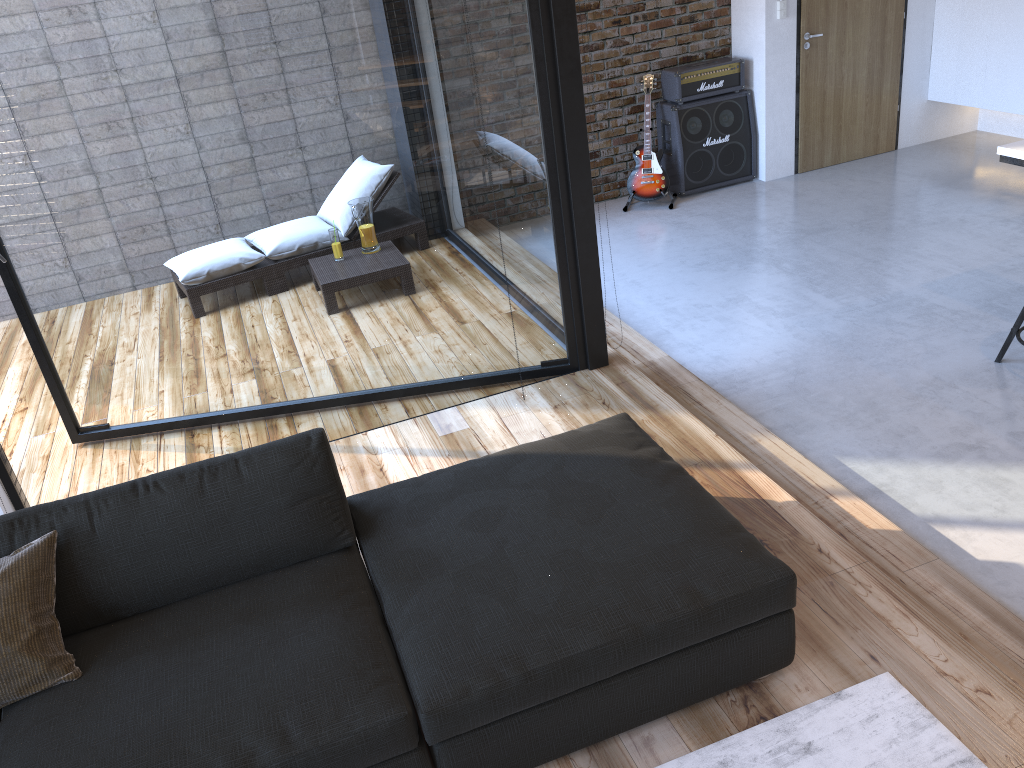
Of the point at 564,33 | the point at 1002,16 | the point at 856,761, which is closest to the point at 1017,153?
the point at 564,33

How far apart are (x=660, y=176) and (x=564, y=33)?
3.5m

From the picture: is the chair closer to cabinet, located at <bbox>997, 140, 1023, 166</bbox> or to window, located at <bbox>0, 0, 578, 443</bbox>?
cabinet, located at <bbox>997, 140, 1023, 166</bbox>

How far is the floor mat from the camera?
2.1m

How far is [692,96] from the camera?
6.80m

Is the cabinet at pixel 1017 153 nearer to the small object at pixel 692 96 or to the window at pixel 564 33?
the window at pixel 564 33

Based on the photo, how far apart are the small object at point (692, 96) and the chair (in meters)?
3.37

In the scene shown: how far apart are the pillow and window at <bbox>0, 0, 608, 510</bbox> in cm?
138

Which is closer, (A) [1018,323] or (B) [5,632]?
(B) [5,632]

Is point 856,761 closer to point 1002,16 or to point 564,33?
point 564,33
